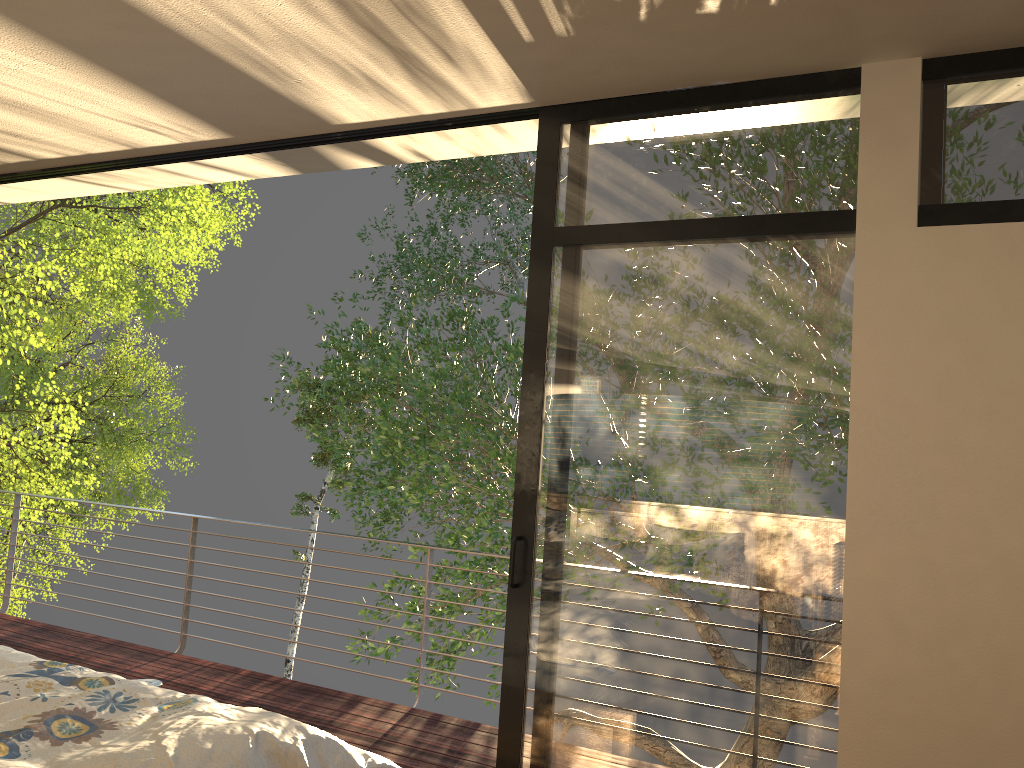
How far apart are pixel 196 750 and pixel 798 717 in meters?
1.6

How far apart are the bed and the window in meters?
0.7 m

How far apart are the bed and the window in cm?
73

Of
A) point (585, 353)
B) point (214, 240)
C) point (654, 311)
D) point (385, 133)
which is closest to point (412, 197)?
point (214, 240)

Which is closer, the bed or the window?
the bed

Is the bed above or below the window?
below

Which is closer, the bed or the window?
the bed

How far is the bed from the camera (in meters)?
1.95

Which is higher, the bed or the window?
the window

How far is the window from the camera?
2.48m
